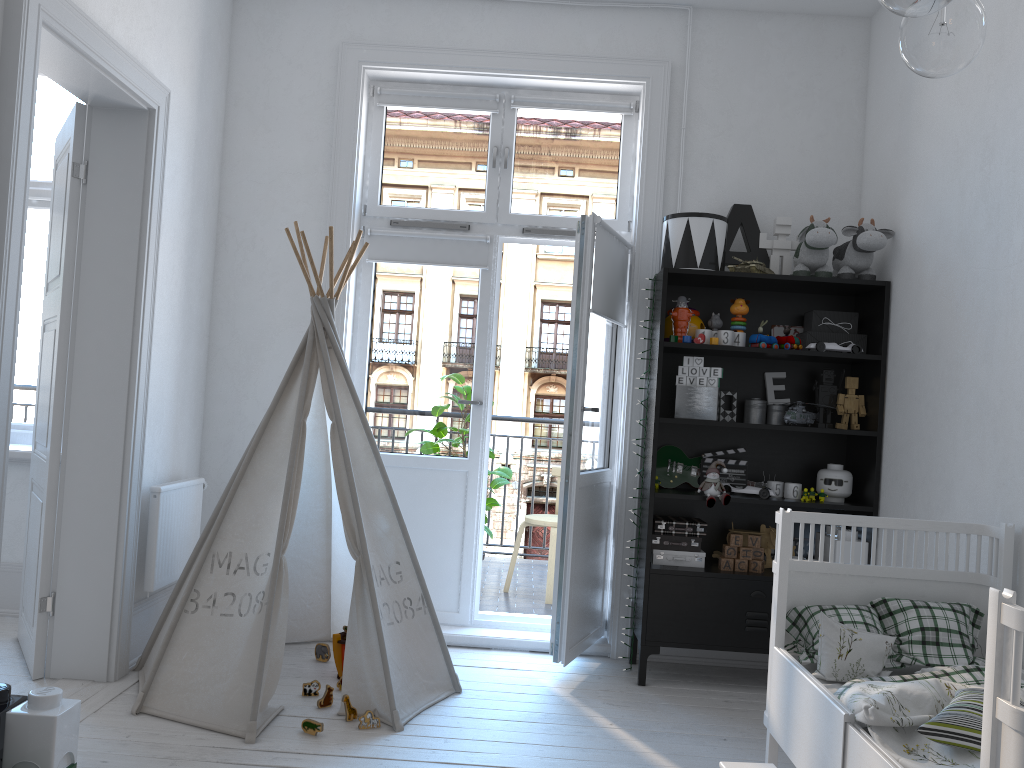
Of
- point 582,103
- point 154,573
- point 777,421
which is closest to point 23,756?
point 154,573

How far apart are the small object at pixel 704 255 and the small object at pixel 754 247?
0.2 meters

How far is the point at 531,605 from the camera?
4.73m

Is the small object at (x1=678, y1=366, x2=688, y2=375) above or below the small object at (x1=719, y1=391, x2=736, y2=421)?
above

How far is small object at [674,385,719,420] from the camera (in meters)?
3.59

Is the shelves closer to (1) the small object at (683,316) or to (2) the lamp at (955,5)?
(1) the small object at (683,316)

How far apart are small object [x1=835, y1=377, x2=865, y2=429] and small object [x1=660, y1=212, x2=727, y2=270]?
0.71m

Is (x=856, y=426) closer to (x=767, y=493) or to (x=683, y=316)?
(x=767, y=493)

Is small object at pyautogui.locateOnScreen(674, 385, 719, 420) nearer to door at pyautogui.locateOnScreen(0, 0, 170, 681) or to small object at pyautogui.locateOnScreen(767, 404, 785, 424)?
small object at pyautogui.locateOnScreen(767, 404, 785, 424)

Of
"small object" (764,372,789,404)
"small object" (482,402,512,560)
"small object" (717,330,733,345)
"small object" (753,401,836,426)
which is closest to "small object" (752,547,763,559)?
"small object" (753,401,836,426)
